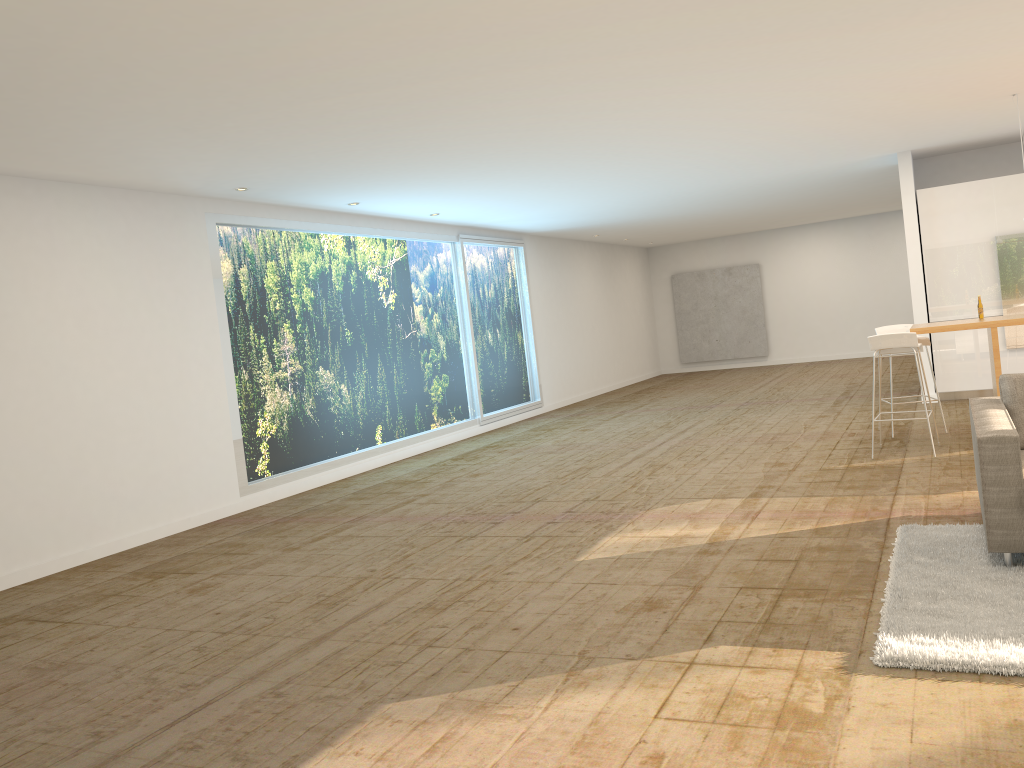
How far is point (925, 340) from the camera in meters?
8.3 m

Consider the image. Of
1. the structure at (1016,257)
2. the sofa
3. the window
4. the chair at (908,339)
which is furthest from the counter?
the window

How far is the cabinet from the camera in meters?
10.2 m

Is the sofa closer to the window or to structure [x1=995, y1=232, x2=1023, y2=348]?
structure [x1=995, y1=232, x2=1023, y2=348]

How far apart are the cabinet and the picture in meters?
9.2 m

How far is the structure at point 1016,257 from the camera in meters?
10.1

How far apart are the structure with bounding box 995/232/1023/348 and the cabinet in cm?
7

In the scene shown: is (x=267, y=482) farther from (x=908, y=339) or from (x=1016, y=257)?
(x=1016, y=257)

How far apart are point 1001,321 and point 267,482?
6.8 meters

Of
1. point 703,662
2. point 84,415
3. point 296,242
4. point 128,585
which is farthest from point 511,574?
point 296,242
